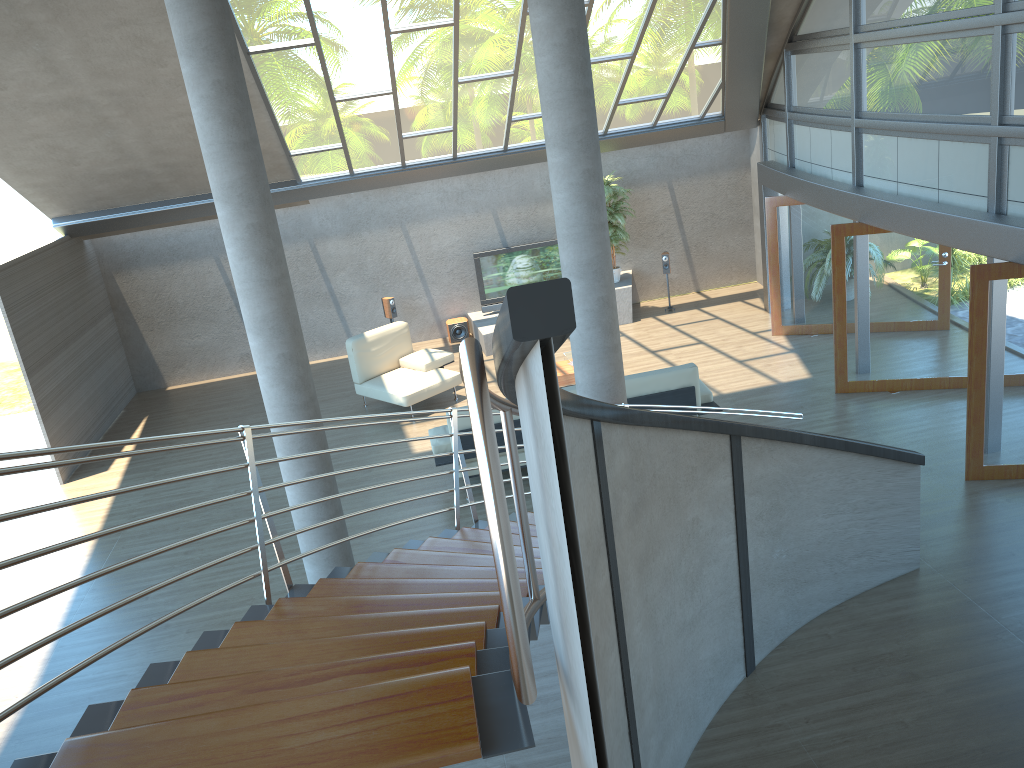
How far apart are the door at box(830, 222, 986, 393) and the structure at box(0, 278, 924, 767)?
3.83m

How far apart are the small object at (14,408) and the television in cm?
175

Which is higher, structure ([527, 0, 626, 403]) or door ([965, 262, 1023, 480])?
structure ([527, 0, 626, 403])

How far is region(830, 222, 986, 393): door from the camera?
9.6 meters

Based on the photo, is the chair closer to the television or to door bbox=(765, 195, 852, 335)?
the television

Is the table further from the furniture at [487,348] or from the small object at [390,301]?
the small object at [390,301]

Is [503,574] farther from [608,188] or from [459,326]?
[459,326]

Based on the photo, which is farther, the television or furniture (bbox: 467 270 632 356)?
the television

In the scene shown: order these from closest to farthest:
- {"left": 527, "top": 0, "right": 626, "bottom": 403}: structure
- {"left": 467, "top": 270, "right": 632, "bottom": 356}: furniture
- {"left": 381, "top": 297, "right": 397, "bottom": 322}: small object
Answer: {"left": 527, "top": 0, "right": 626, "bottom": 403}: structure → {"left": 467, "top": 270, "right": 632, "bottom": 356}: furniture → {"left": 381, "top": 297, "right": 397, "bottom": 322}: small object

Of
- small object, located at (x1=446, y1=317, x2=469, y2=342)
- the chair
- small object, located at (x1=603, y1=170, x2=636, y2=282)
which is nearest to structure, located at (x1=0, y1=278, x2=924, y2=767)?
the chair
